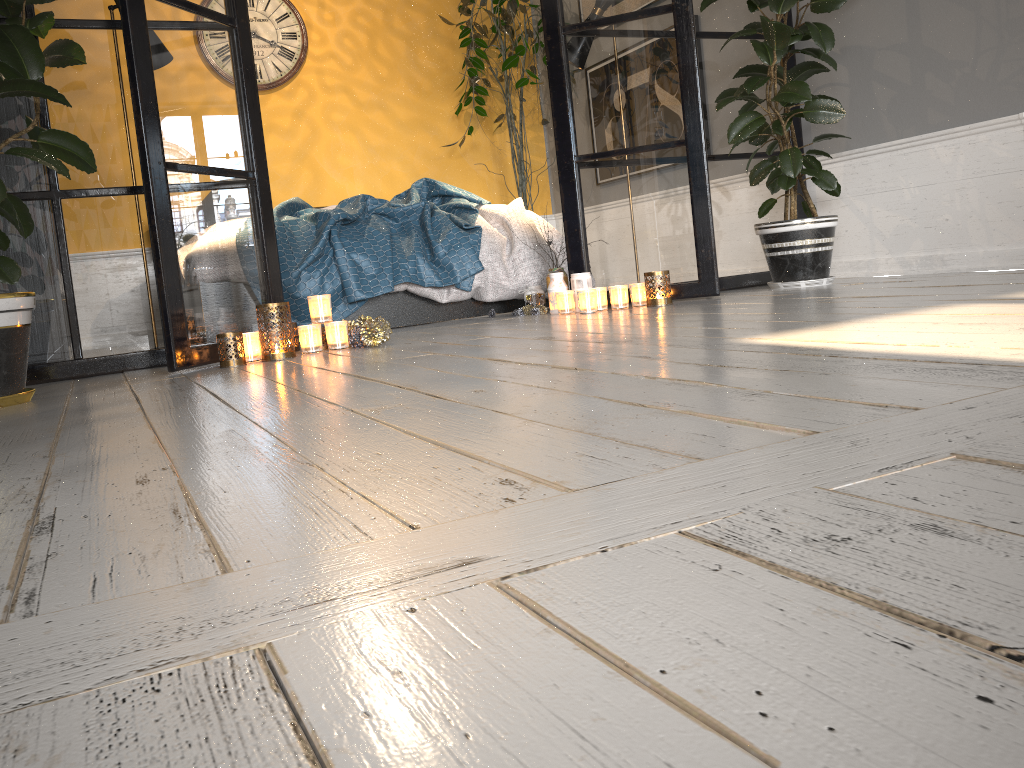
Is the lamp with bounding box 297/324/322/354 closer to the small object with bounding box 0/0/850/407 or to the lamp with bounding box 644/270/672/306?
the small object with bounding box 0/0/850/407

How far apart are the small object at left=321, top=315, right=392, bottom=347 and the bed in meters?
0.6 m

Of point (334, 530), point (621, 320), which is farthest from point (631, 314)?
point (334, 530)

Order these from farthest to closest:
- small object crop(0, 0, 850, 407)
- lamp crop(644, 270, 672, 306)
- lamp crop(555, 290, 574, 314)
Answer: lamp crop(555, 290, 574, 314), lamp crop(644, 270, 672, 306), small object crop(0, 0, 850, 407)

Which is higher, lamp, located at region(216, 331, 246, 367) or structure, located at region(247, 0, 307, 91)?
structure, located at region(247, 0, 307, 91)

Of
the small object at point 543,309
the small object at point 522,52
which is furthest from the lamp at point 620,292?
the small object at point 522,52

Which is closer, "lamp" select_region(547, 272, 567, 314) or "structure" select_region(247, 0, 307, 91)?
"lamp" select_region(547, 272, 567, 314)

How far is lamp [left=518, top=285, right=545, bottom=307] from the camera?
4.00m

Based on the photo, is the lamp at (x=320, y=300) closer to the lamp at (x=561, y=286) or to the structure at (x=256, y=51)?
the lamp at (x=561, y=286)

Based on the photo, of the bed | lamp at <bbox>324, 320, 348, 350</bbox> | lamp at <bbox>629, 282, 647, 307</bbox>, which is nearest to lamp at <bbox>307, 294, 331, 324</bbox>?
lamp at <bbox>324, 320, 348, 350</bbox>
